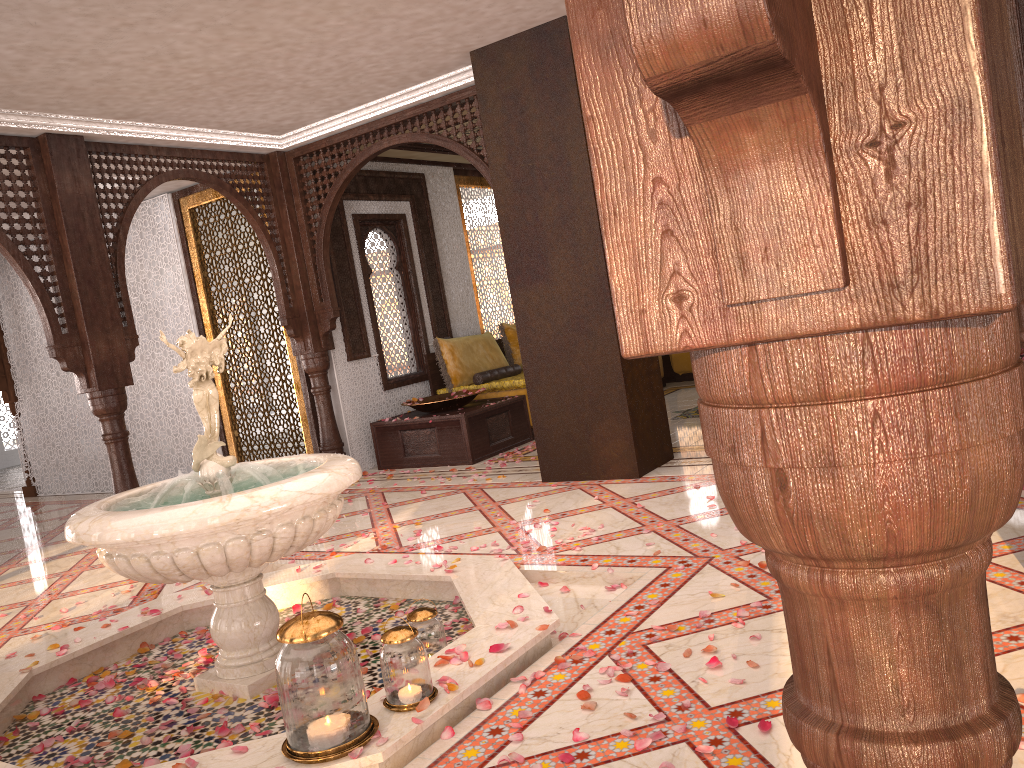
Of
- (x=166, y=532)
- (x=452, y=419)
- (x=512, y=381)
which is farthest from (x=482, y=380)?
(x=166, y=532)

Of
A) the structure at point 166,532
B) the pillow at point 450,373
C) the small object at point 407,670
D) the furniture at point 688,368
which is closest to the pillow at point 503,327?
the pillow at point 450,373

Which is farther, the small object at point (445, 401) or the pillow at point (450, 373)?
the pillow at point (450, 373)

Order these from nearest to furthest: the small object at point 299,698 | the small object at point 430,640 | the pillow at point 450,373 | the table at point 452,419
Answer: the small object at point 299,698 < the small object at point 430,640 < the table at point 452,419 < the pillow at point 450,373

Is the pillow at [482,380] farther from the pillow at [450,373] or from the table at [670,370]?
the table at [670,370]

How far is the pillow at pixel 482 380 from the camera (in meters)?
8.50

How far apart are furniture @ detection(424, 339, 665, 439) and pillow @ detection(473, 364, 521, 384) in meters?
0.2 m

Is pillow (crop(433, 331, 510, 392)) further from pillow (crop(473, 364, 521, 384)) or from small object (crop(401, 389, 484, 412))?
small object (crop(401, 389, 484, 412))

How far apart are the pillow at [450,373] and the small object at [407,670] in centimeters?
585cm

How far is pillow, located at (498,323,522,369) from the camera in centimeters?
927cm
